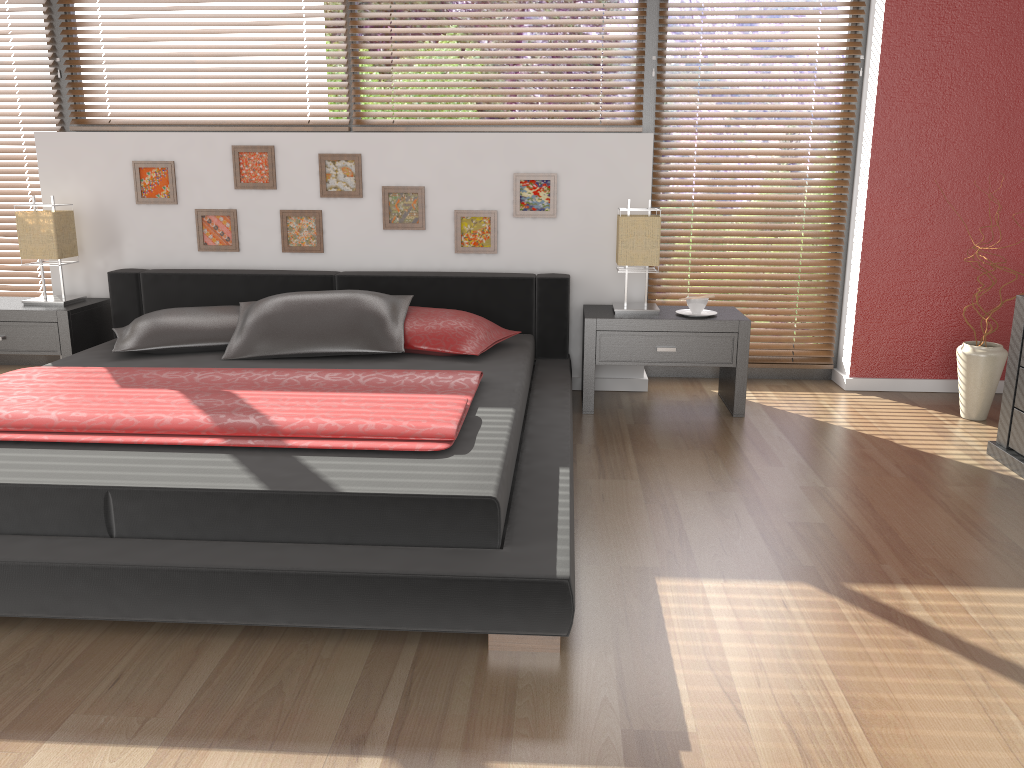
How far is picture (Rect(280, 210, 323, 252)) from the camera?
4.19m

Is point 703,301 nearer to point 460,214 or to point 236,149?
point 460,214

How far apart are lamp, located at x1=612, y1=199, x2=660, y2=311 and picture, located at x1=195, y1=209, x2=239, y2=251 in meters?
1.8 m

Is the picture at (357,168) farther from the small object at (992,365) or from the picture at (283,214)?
the small object at (992,365)

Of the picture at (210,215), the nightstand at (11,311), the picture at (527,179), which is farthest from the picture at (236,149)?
the picture at (527,179)

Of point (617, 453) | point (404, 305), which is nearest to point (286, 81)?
point (404, 305)

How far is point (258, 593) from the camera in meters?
1.9

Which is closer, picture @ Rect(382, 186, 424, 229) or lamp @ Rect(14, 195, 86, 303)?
lamp @ Rect(14, 195, 86, 303)

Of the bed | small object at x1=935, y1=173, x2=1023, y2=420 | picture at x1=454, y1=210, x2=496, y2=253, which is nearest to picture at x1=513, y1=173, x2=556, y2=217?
picture at x1=454, y1=210, x2=496, y2=253

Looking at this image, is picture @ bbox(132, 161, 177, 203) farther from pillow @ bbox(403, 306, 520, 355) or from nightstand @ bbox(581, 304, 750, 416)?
nightstand @ bbox(581, 304, 750, 416)
